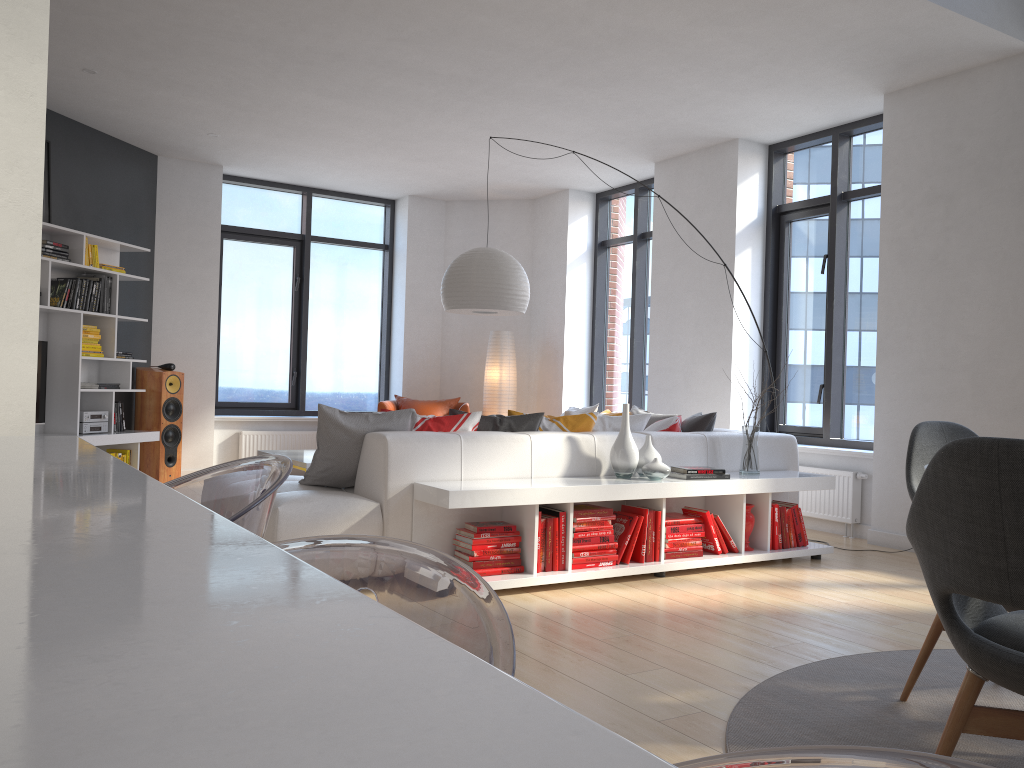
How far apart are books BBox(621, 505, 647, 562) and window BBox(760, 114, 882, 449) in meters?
2.5

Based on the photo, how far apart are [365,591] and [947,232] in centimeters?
413cm

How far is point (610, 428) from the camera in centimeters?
524cm

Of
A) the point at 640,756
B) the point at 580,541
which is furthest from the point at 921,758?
the point at 580,541

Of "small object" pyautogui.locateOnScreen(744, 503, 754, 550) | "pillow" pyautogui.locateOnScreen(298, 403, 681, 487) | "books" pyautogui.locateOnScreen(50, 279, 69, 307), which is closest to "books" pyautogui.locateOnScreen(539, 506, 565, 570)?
"pillow" pyautogui.locateOnScreen(298, 403, 681, 487)

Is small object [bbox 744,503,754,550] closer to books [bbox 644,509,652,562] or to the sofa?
the sofa

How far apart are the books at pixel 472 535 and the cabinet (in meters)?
2.78

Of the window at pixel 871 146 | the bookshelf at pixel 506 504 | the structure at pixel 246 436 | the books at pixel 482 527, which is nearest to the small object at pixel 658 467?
the bookshelf at pixel 506 504

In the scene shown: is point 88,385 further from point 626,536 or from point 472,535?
point 626,536

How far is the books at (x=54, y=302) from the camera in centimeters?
666cm
